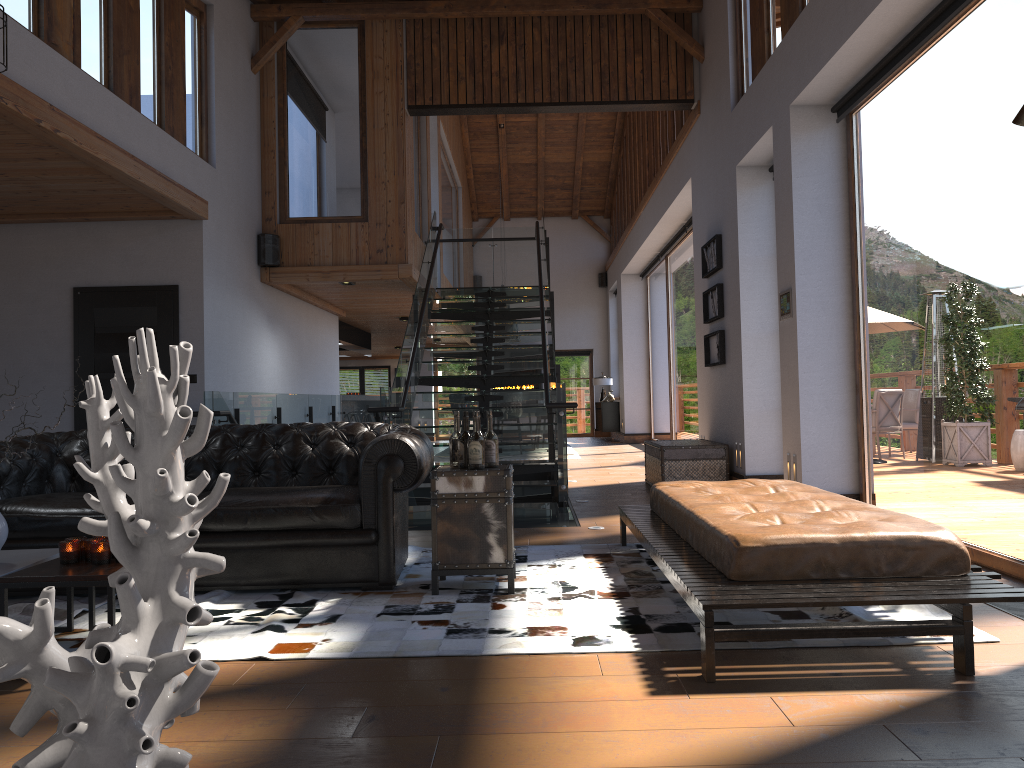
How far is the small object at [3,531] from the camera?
3.4 meters

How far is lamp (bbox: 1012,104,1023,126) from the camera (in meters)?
1.73

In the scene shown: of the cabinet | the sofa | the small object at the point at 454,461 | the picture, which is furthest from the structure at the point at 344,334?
the small object at the point at 454,461

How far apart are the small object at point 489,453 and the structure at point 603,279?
17.5 meters

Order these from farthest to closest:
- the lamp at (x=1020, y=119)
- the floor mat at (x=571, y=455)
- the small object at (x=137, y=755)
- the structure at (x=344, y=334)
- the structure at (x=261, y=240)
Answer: the structure at (x=344, y=334) < the floor mat at (x=571, y=455) < the structure at (x=261, y=240) < the lamp at (x=1020, y=119) < the small object at (x=137, y=755)

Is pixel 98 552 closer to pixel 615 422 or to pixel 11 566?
pixel 11 566

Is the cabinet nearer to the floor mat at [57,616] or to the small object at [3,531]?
the floor mat at [57,616]

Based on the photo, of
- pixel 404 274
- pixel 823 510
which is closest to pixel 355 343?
pixel 404 274

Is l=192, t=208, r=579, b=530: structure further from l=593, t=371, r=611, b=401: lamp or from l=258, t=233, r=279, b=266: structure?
l=593, t=371, r=611, b=401: lamp

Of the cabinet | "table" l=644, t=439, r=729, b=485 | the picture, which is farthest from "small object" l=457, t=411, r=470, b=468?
the cabinet
